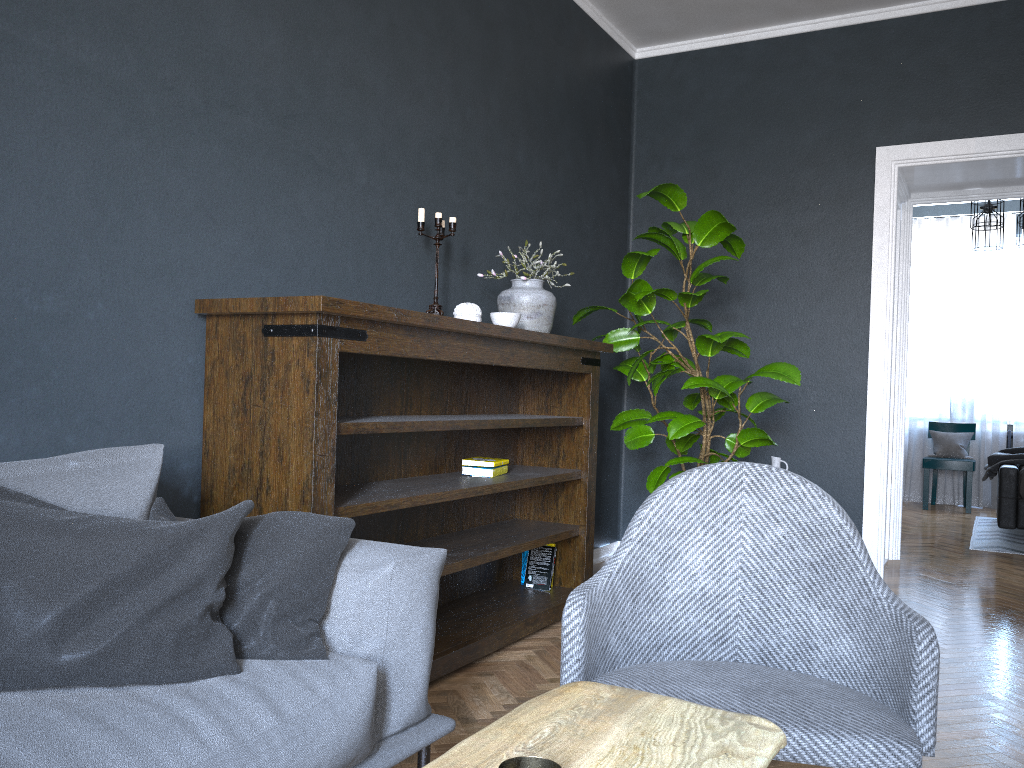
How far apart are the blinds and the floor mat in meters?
1.0

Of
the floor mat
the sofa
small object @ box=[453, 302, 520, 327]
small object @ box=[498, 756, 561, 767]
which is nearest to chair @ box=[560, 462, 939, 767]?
the sofa

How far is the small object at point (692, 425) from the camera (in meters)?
3.79

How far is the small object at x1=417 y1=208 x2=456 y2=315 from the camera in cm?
323

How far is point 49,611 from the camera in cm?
144

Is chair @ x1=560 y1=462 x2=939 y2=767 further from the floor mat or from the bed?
the floor mat

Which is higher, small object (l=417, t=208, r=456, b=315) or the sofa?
small object (l=417, t=208, r=456, b=315)

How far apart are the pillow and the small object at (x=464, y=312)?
1.5m

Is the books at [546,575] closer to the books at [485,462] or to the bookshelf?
the bookshelf

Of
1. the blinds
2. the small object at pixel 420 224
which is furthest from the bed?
the small object at pixel 420 224
